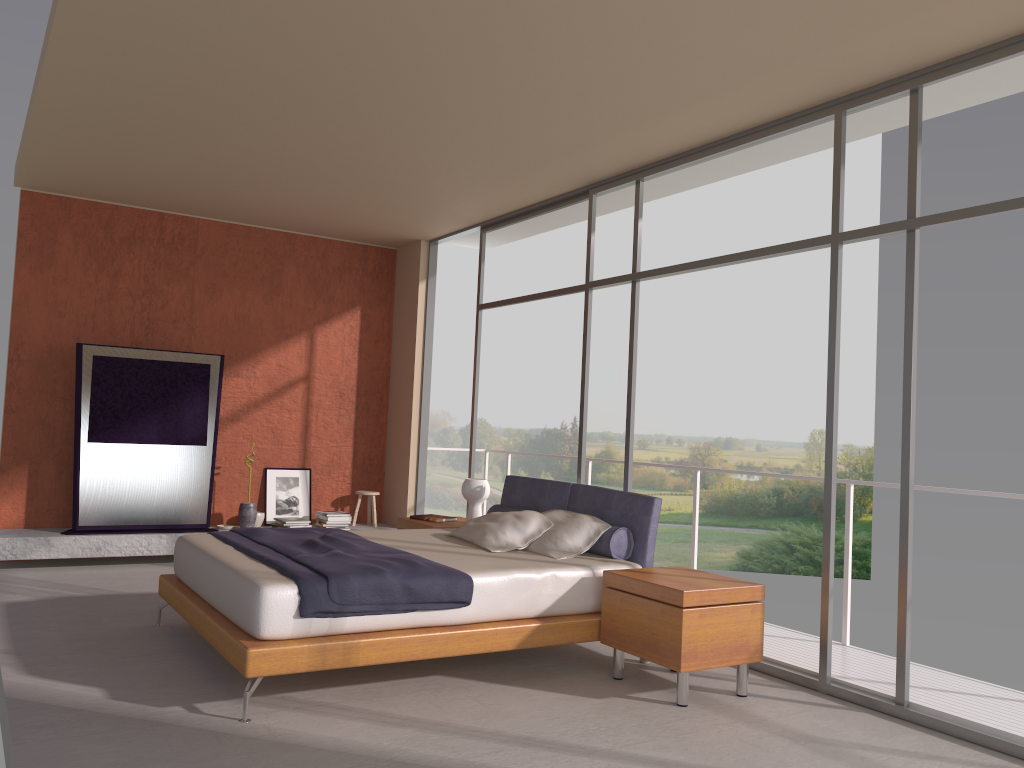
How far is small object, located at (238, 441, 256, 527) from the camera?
8.1m

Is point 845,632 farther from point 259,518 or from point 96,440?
point 96,440

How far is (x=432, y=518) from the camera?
6.81m

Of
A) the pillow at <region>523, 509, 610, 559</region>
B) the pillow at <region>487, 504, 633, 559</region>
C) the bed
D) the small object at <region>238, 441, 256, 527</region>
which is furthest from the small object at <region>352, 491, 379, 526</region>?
the pillow at <region>523, 509, 610, 559</region>

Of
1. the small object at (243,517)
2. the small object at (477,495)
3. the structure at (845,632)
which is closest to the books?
the small object at (477,495)

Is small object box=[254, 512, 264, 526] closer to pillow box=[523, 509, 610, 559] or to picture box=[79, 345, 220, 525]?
picture box=[79, 345, 220, 525]

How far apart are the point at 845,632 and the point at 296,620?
3.4m

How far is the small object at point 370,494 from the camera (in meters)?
8.79

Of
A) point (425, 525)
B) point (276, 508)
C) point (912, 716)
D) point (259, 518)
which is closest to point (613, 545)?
point (912, 716)

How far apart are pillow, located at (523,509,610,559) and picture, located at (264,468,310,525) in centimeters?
383cm
